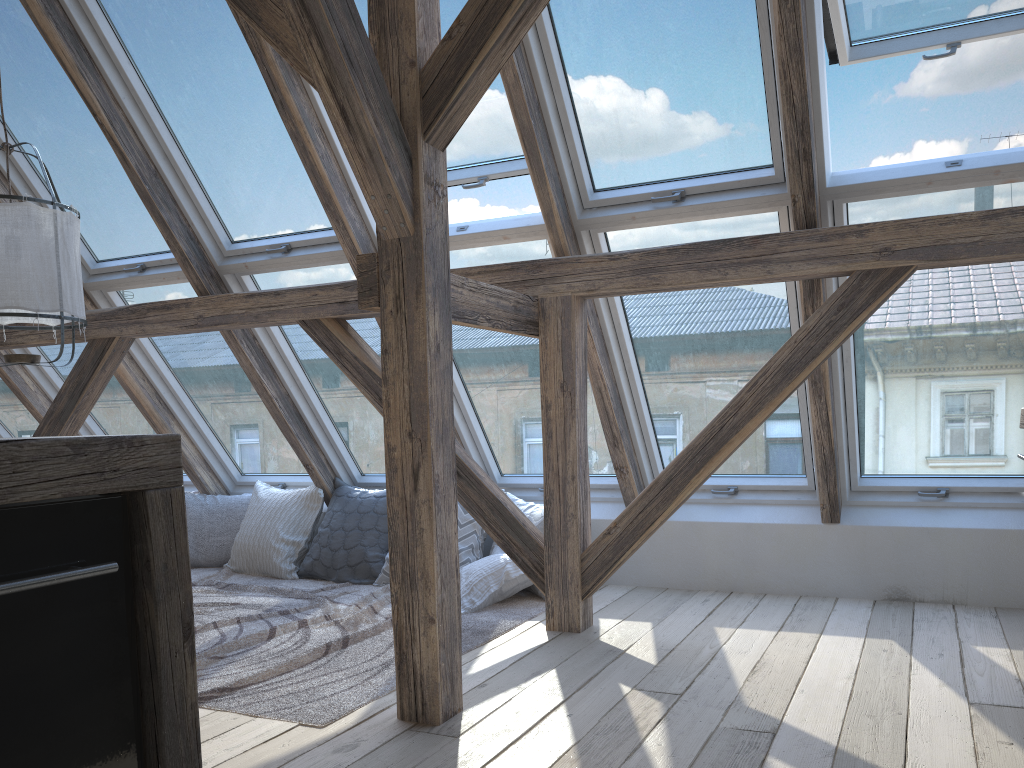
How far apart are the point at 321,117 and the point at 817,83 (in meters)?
1.93

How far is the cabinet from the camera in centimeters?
84cm

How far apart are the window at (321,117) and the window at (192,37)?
0.2m

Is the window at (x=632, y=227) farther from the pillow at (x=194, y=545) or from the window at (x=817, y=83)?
the pillow at (x=194, y=545)

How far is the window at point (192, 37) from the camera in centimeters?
367cm

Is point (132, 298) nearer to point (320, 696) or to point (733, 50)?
point (320, 696)

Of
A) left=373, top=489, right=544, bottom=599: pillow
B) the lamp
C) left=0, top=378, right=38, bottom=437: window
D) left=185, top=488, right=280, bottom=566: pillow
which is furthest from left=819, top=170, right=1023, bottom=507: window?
left=0, top=378, right=38, bottom=437: window

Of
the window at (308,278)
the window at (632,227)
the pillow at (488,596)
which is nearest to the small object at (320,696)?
the pillow at (488,596)

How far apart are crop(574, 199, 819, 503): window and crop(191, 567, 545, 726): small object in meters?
0.8 m

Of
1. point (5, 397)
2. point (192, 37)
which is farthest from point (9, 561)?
point (5, 397)
